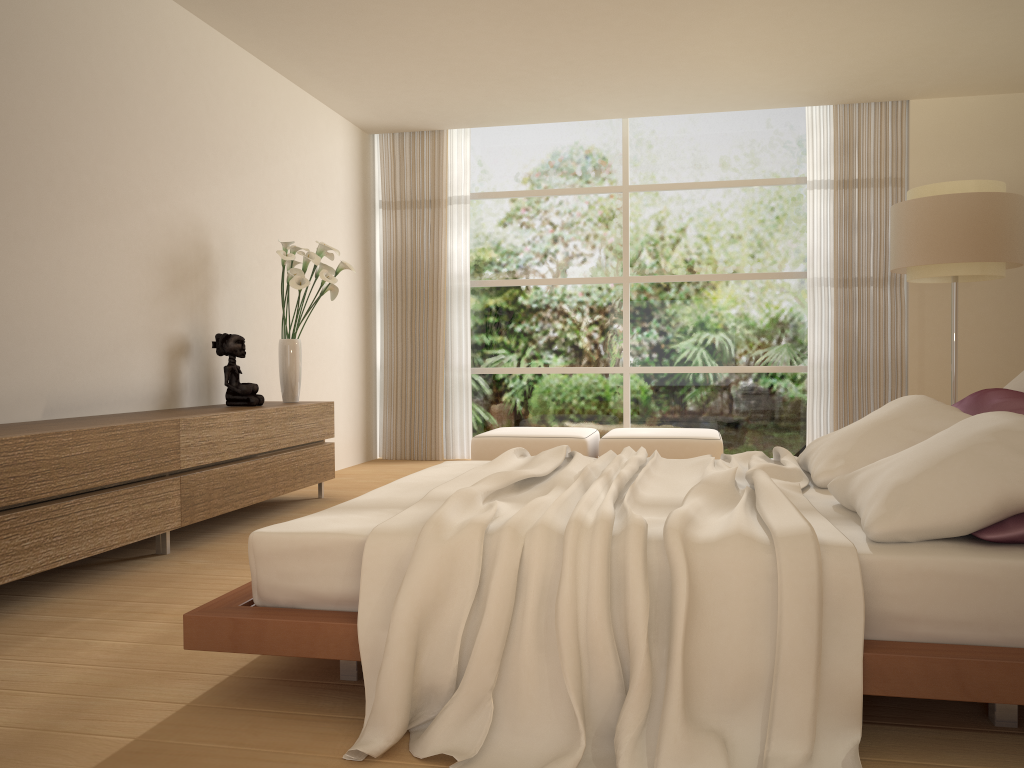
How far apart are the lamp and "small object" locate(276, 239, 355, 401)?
3.56m

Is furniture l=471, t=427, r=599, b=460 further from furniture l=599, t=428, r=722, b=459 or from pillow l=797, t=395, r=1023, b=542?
pillow l=797, t=395, r=1023, b=542

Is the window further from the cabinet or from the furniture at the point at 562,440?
the cabinet

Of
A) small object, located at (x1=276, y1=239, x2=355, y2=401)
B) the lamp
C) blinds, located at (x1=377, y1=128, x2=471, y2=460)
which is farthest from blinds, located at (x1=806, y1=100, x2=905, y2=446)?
small object, located at (x1=276, y1=239, x2=355, y2=401)

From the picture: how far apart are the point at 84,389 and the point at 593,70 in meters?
4.2 m

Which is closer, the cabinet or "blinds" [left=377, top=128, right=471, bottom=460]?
the cabinet

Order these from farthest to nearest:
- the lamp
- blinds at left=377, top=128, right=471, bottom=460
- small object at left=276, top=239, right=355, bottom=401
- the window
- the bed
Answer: blinds at left=377, top=128, right=471, bottom=460 → the window → small object at left=276, top=239, right=355, bottom=401 → the lamp → the bed

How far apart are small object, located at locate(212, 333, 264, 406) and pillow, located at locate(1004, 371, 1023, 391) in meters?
4.0

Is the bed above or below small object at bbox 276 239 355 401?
below

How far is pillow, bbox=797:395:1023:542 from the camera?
2.2m
